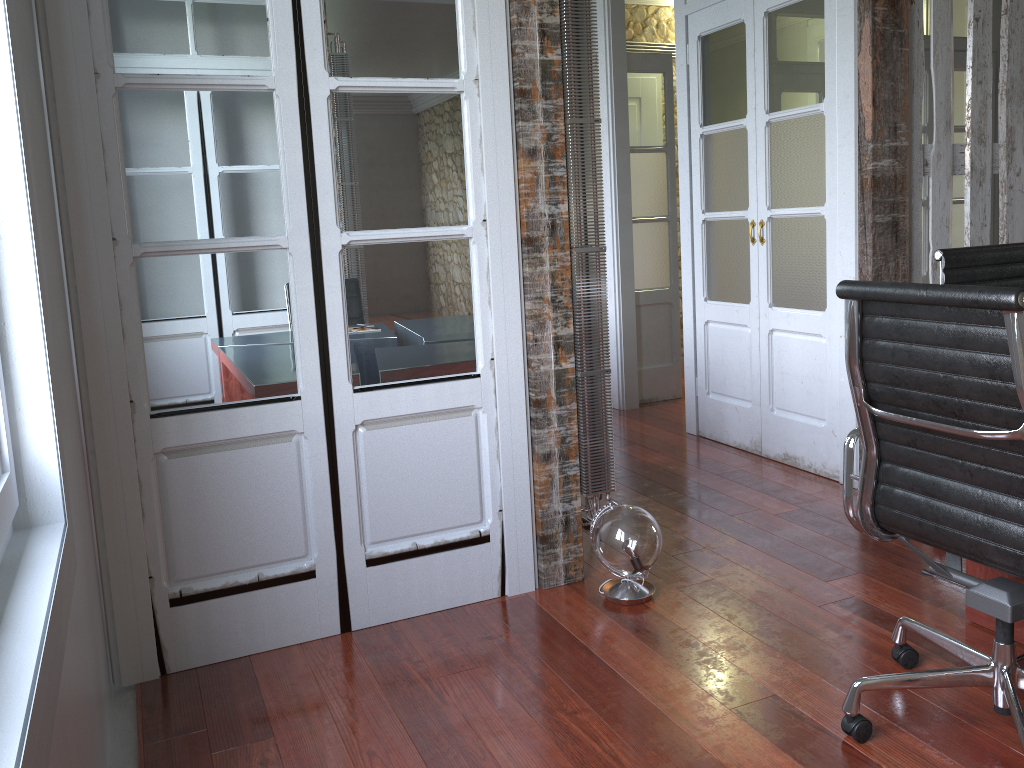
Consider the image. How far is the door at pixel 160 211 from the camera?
2.32m

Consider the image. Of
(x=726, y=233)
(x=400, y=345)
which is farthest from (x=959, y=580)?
(x=726, y=233)

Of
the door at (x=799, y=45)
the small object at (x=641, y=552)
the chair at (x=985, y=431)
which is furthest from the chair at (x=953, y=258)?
the small object at (x=641, y=552)

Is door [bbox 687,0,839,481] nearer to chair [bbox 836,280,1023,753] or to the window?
chair [bbox 836,280,1023,753]

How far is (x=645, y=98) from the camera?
5.39m

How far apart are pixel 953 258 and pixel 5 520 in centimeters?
279cm

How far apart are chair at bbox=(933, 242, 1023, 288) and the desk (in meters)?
0.95

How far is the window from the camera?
1.4 meters

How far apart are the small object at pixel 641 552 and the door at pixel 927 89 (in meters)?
3.52

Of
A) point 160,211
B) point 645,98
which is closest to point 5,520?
point 160,211
